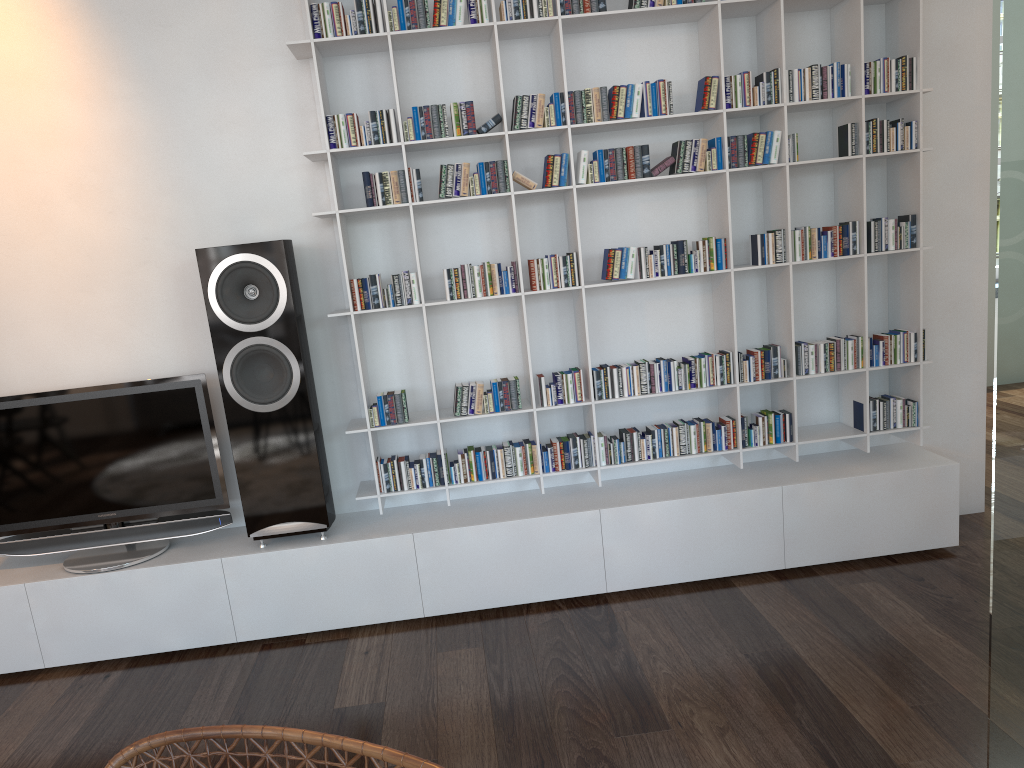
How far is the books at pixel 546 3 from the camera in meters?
2.9

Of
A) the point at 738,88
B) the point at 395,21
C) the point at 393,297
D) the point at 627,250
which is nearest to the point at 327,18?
the point at 395,21

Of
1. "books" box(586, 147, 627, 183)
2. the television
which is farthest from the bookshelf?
the television

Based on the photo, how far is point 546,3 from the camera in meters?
2.9

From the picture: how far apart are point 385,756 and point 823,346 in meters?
2.6

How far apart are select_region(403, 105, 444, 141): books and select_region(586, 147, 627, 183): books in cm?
51

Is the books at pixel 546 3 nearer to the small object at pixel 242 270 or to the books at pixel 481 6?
the books at pixel 481 6

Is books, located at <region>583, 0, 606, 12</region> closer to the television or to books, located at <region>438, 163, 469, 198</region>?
books, located at <region>438, 163, 469, 198</region>

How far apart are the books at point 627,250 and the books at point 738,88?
0.6 meters

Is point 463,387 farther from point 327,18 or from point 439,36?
point 327,18
